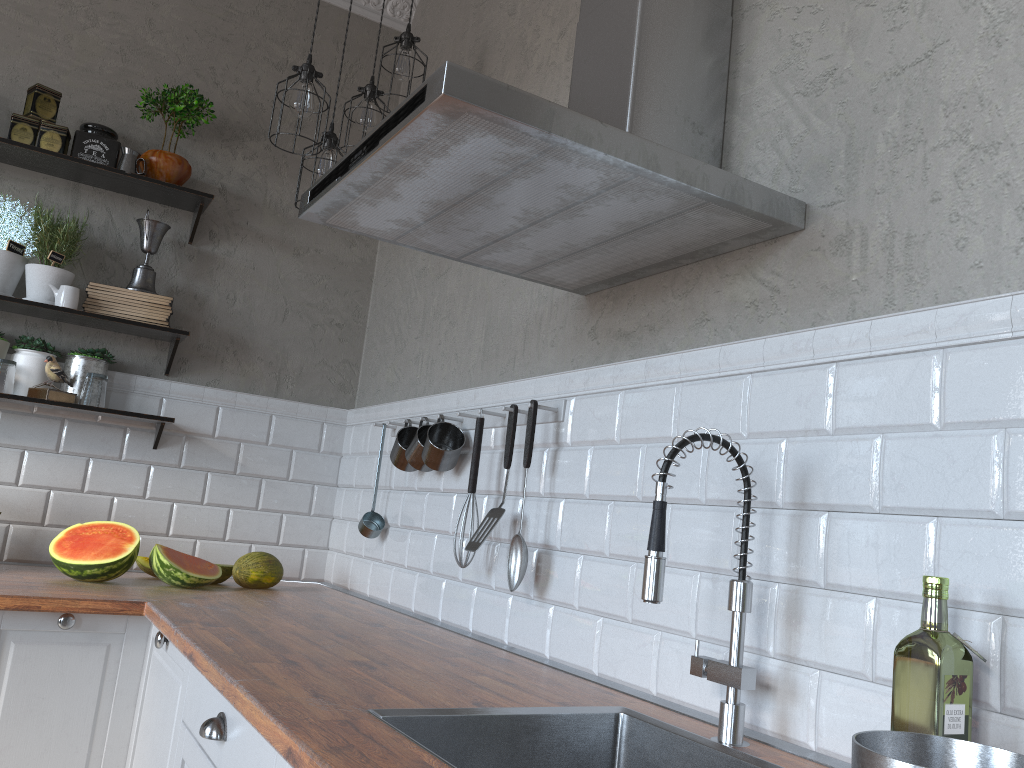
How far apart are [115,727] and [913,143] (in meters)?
2.24

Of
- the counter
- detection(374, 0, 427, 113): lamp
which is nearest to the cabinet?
the counter

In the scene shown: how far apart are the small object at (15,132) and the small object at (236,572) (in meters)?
1.53

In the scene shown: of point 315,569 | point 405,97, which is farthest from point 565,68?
point 315,569

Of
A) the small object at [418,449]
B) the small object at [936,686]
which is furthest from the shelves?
the small object at [936,686]

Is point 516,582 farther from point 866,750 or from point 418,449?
point 866,750

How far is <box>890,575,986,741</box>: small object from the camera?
1.03m

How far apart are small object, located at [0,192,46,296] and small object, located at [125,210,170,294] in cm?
33

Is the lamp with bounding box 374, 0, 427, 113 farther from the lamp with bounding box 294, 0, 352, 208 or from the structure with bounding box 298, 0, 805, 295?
the structure with bounding box 298, 0, 805, 295

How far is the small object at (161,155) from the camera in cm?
307
